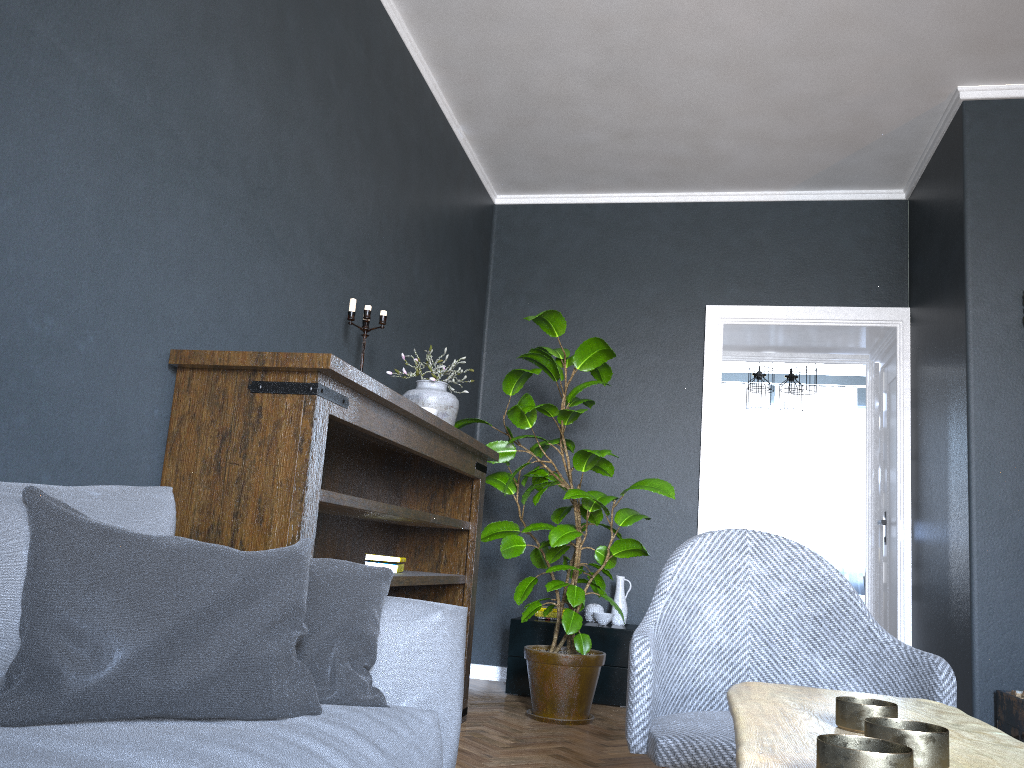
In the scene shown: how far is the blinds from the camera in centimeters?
918cm

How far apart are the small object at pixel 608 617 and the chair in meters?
2.8 m

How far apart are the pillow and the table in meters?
0.7

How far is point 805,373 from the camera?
7.32m

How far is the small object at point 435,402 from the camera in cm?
361

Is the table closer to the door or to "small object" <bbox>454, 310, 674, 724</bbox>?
"small object" <bbox>454, 310, 674, 724</bbox>

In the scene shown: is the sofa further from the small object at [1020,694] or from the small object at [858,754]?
the small object at [1020,694]

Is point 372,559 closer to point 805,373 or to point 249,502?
point 249,502

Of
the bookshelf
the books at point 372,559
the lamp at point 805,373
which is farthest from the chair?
the lamp at point 805,373

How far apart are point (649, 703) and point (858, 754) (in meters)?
1.07
